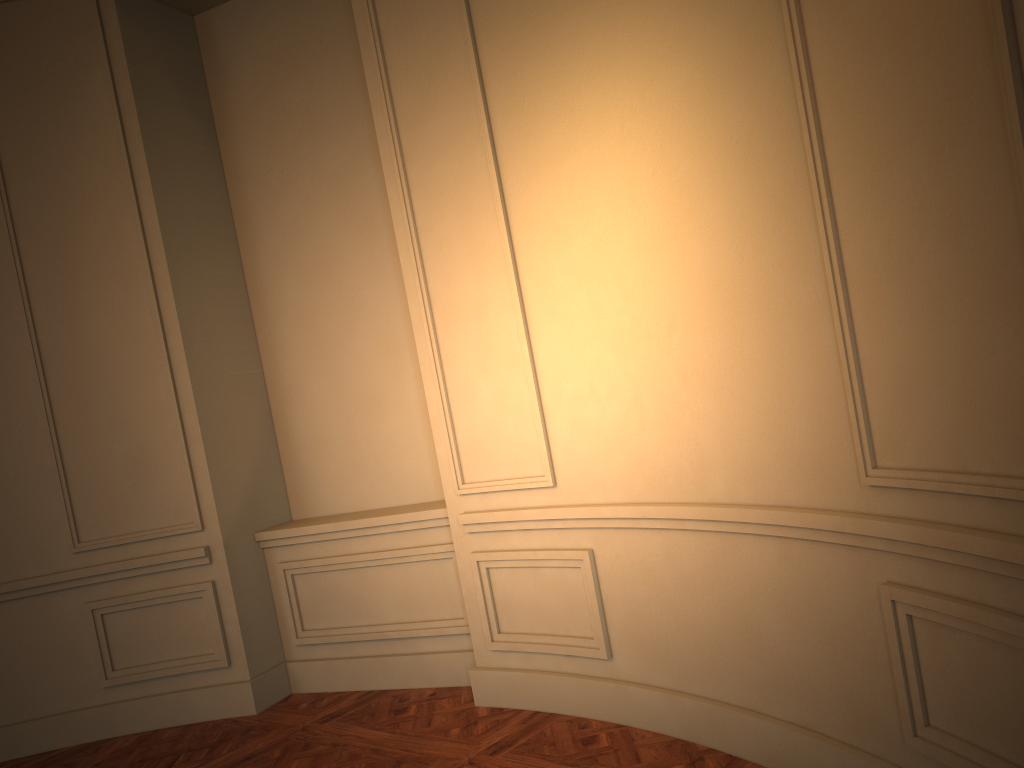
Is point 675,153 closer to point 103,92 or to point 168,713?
point 103,92
